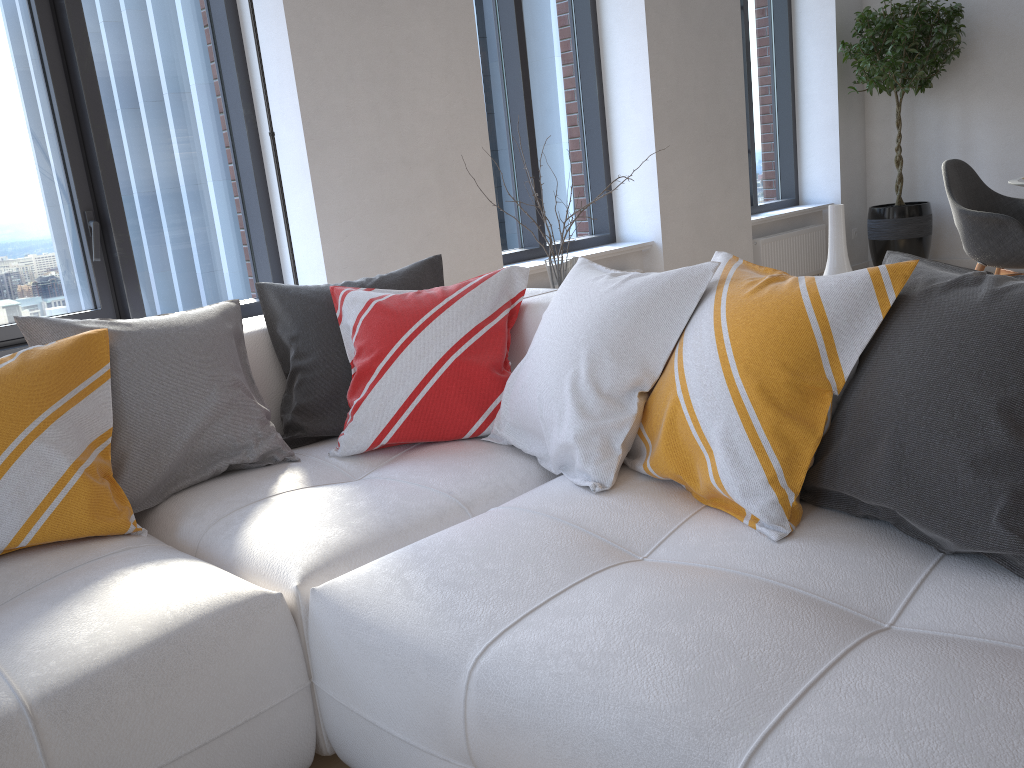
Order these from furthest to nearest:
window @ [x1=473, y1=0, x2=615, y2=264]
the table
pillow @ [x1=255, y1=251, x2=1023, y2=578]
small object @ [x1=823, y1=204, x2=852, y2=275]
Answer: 1. window @ [x1=473, y1=0, x2=615, y2=264]
2. the table
3. small object @ [x1=823, y1=204, x2=852, y2=275]
4. pillow @ [x1=255, y1=251, x2=1023, y2=578]

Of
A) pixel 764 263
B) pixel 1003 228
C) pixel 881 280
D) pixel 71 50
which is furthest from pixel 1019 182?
pixel 71 50

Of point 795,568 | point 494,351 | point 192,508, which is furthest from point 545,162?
point 795,568

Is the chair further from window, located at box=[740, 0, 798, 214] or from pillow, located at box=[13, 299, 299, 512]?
pillow, located at box=[13, 299, 299, 512]

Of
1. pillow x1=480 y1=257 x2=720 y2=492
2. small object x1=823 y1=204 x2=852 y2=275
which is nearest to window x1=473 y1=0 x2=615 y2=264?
pillow x1=480 y1=257 x2=720 y2=492

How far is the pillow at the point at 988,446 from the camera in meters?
1.2

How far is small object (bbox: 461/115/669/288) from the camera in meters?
2.7 m

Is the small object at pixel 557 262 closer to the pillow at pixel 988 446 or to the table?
the pillow at pixel 988 446

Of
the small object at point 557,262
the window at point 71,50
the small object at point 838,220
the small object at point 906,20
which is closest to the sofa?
the small object at point 557,262

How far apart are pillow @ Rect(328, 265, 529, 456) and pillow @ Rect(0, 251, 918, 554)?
0.44m
